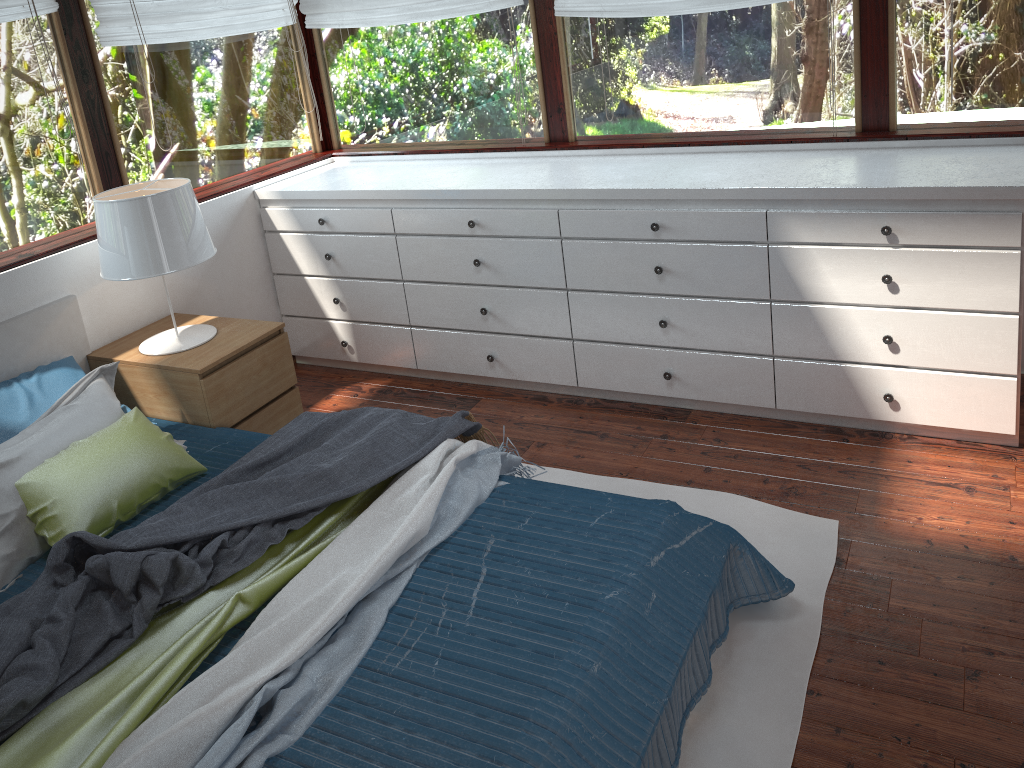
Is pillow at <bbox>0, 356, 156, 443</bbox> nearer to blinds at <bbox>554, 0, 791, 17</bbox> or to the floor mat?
the floor mat

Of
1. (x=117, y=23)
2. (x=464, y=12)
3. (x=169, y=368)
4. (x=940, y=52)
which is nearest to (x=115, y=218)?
(x=169, y=368)

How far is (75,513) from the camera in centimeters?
243cm

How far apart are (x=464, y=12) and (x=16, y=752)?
3.17m

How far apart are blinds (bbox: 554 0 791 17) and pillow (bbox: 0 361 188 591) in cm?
219

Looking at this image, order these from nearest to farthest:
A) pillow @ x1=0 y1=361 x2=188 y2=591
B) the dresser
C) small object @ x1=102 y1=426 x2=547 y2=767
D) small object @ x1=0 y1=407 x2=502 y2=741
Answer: small object @ x1=102 y1=426 x2=547 y2=767, small object @ x1=0 y1=407 x2=502 y2=741, pillow @ x1=0 y1=361 x2=188 y2=591, the dresser

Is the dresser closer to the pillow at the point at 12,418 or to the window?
the window

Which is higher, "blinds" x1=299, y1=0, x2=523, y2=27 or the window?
"blinds" x1=299, y1=0, x2=523, y2=27

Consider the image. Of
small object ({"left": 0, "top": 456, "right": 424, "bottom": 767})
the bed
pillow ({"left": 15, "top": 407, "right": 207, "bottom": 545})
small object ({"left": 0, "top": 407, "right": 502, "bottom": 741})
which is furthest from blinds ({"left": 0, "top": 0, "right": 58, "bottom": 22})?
small object ({"left": 0, "top": 456, "right": 424, "bottom": 767})

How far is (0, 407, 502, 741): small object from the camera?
1.90m
